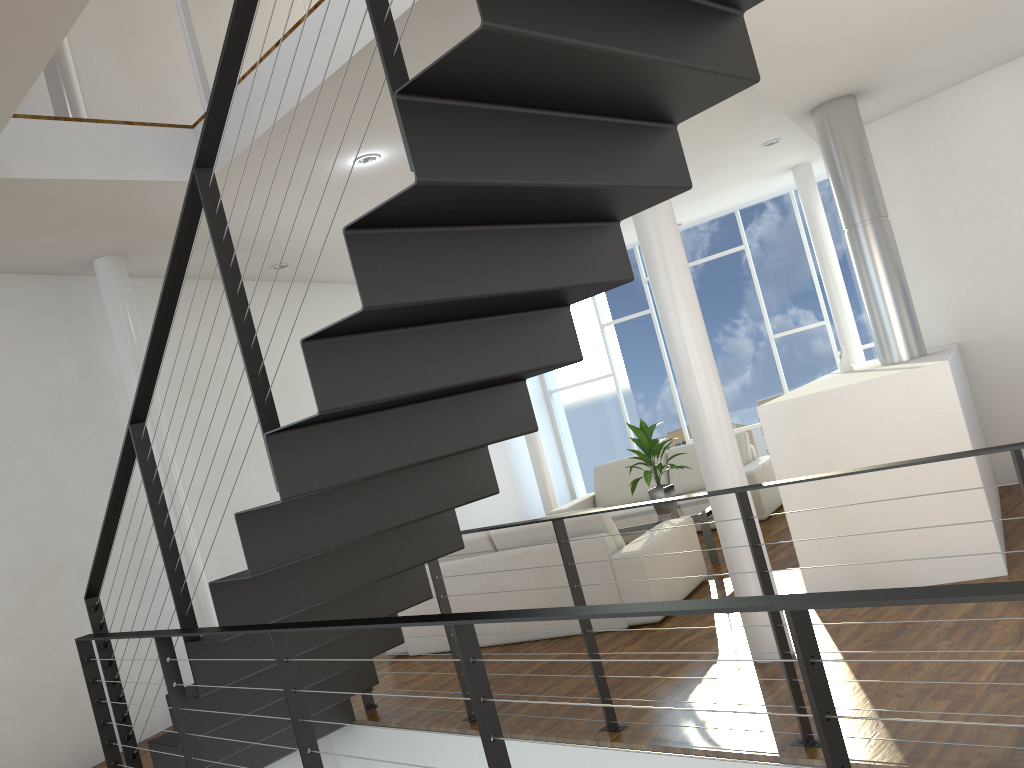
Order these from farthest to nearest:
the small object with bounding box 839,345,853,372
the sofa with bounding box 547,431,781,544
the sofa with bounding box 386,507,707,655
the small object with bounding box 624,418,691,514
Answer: the sofa with bounding box 547,431,781,544 < the small object with bounding box 624,418,691,514 < the small object with bounding box 839,345,853,372 < the sofa with bounding box 386,507,707,655

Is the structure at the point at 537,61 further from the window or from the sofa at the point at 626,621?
the window

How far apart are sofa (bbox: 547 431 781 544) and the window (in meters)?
1.66

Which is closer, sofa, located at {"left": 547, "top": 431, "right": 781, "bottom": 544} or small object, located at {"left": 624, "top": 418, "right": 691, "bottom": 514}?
small object, located at {"left": 624, "top": 418, "right": 691, "bottom": 514}

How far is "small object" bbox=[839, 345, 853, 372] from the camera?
4.9 meters

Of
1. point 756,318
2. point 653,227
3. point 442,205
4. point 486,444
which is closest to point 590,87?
point 442,205

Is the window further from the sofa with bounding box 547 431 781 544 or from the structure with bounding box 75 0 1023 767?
the structure with bounding box 75 0 1023 767

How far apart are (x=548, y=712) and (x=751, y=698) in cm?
75

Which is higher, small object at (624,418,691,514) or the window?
the window

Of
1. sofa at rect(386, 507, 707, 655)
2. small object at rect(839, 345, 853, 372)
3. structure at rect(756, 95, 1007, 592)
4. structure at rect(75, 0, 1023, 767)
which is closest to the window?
Result: structure at rect(756, 95, 1007, 592)
